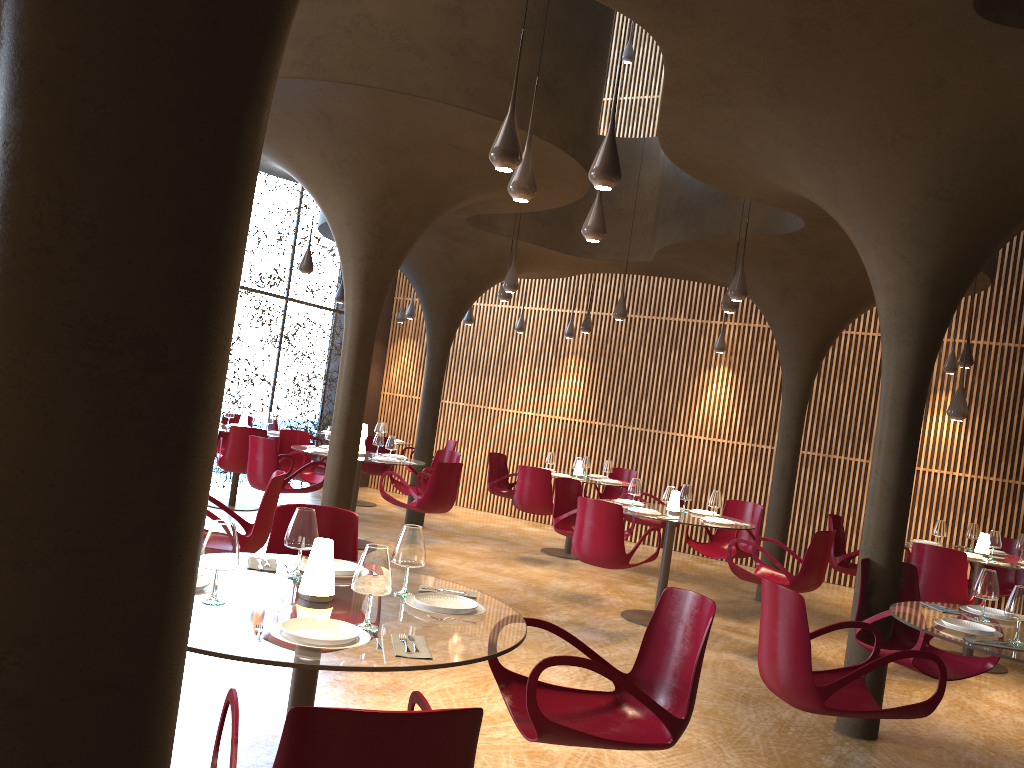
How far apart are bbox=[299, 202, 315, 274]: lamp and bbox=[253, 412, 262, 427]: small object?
2.3 meters

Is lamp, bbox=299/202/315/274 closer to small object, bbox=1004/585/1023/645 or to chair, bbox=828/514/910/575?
chair, bbox=828/514/910/575

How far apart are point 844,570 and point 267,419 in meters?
8.1 m

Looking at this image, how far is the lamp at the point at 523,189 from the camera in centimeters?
573cm

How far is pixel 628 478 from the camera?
14.0 meters

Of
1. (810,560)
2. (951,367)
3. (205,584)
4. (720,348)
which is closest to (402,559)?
(205,584)

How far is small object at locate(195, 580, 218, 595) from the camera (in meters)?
3.32

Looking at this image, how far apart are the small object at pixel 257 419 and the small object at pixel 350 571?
8.82m

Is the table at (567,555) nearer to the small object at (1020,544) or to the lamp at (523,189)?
the small object at (1020,544)

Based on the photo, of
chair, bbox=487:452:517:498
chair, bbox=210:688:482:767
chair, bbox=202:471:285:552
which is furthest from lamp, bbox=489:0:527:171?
chair, bbox=487:452:517:498
